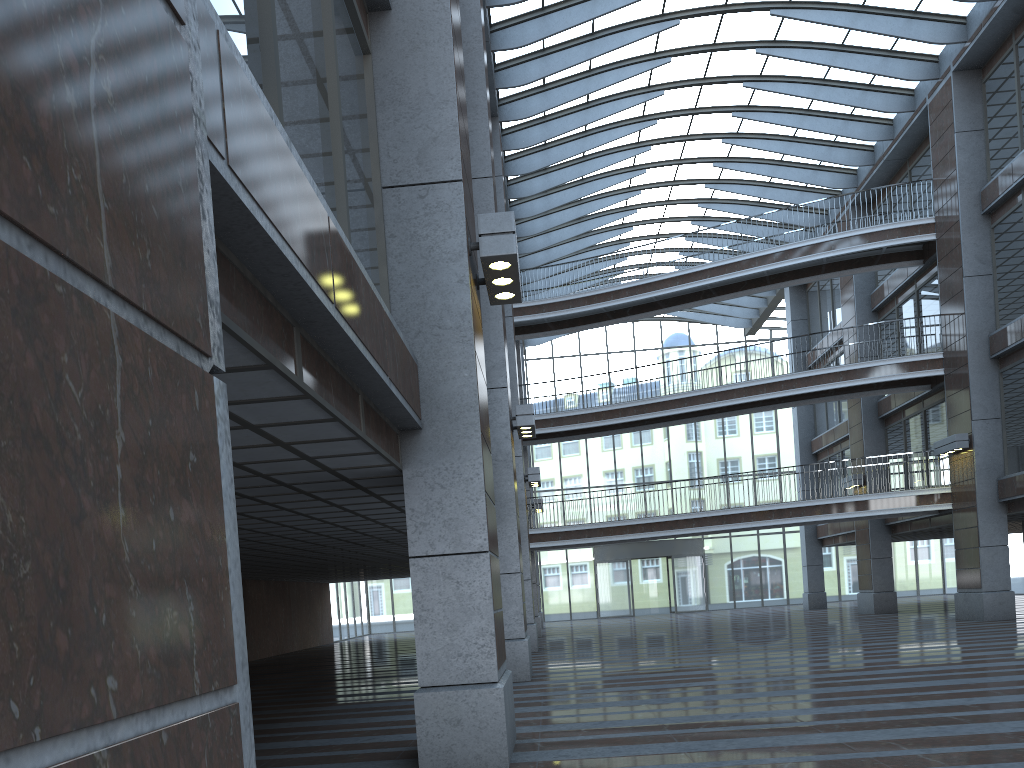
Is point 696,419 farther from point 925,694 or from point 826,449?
point 925,694

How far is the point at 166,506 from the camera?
1.17m

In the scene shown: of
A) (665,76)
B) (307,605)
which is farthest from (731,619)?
(665,76)
